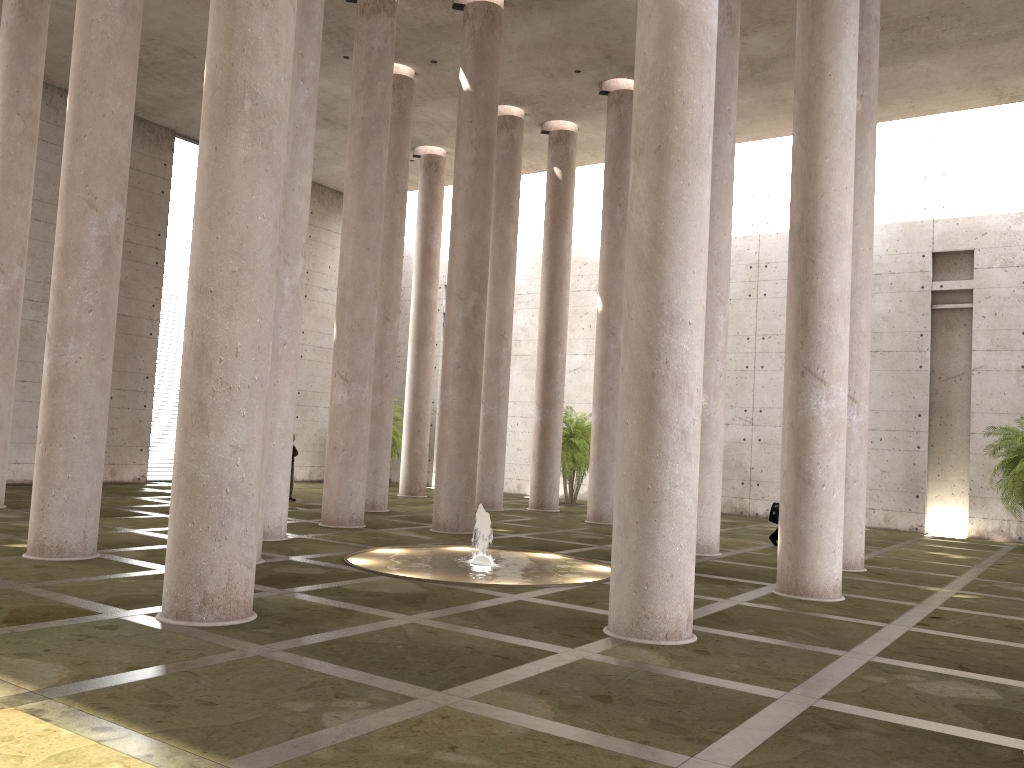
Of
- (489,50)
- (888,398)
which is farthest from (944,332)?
(489,50)

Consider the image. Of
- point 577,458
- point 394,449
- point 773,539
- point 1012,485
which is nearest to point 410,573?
point 773,539

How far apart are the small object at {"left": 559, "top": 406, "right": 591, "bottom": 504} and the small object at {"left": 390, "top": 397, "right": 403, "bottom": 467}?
6.7m

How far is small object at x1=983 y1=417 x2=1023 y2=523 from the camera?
19.46m

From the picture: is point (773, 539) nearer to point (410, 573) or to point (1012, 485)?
point (1012, 485)

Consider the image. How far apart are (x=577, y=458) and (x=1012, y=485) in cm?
1118

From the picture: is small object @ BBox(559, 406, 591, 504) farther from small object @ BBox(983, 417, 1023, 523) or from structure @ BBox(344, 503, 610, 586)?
structure @ BBox(344, 503, 610, 586)

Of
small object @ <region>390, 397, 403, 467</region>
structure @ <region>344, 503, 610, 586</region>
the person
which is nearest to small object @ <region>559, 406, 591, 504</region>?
small object @ <region>390, 397, 403, 467</region>

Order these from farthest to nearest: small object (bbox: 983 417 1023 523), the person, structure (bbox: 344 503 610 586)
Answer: small object (bbox: 983 417 1023 523) < the person < structure (bbox: 344 503 610 586)

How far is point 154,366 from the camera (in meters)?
26.05
